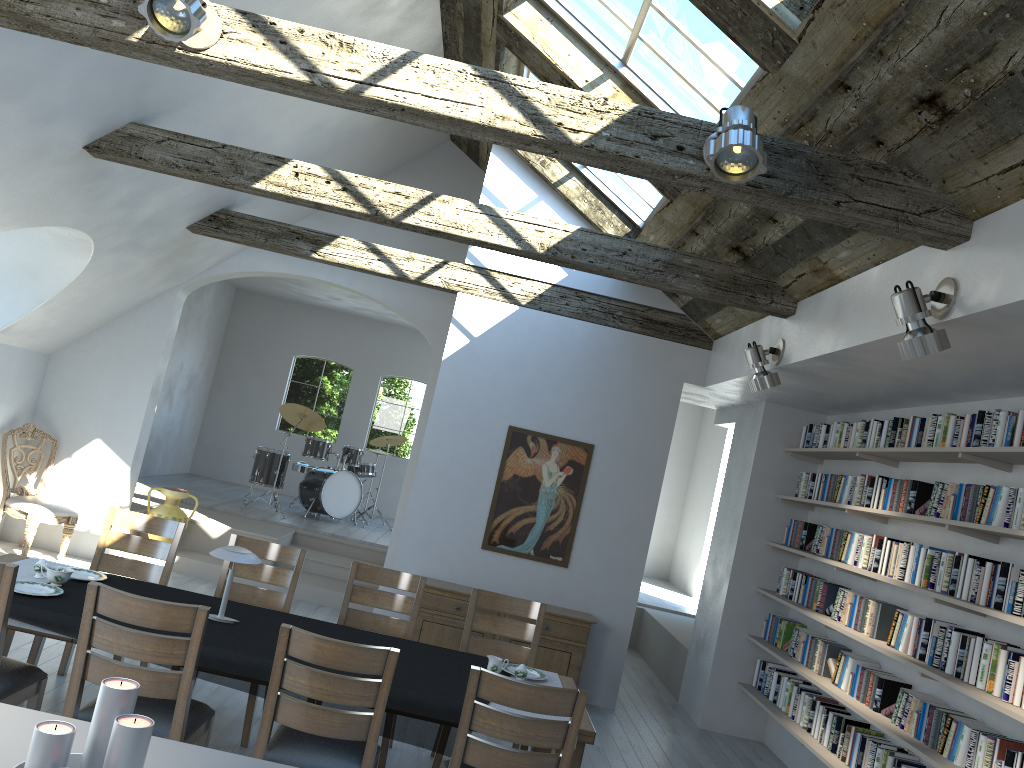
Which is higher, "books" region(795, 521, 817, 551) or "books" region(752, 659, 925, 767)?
"books" region(795, 521, 817, 551)

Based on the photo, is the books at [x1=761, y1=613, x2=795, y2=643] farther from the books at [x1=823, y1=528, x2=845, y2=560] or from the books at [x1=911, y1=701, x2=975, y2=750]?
the books at [x1=911, y1=701, x2=975, y2=750]

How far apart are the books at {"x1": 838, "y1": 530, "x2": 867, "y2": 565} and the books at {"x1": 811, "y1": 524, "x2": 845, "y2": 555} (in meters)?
0.35

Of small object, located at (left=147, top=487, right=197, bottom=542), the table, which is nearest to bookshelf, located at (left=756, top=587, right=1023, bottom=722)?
the table

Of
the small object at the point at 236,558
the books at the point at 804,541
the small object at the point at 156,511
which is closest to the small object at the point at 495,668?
the small object at the point at 236,558

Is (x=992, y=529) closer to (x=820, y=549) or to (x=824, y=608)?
(x=824, y=608)

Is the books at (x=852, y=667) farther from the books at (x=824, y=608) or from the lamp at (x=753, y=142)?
the lamp at (x=753, y=142)

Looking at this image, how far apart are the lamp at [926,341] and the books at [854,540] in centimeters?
271cm

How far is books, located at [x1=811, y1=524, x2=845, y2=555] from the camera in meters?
6.6

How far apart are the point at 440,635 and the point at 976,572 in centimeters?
393cm
